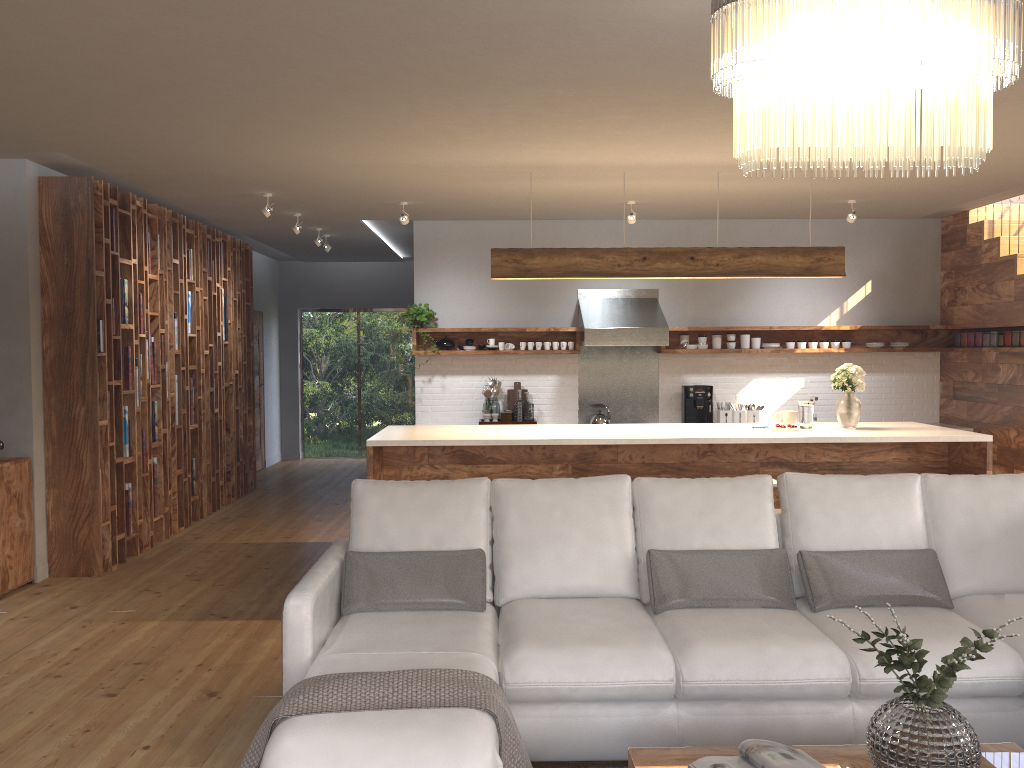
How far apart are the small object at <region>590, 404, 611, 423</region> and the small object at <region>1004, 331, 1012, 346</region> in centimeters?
356cm

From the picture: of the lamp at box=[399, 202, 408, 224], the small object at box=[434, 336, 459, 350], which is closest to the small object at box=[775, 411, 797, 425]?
the lamp at box=[399, 202, 408, 224]

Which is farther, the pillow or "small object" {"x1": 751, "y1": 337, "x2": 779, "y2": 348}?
"small object" {"x1": 751, "y1": 337, "x2": 779, "y2": 348}

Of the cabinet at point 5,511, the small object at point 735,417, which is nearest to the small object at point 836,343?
the small object at point 735,417

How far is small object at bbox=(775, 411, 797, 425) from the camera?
6.2 meters

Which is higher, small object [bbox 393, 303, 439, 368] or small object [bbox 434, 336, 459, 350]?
small object [bbox 393, 303, 439, 368]

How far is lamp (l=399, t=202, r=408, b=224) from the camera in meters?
7.2

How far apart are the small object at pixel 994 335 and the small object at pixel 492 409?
4.5m

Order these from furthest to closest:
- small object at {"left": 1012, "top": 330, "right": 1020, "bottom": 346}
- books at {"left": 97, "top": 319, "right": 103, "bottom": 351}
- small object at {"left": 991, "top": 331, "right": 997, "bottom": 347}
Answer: small object at {"left": 991, "top": 331, "right": 997, "bottom": 347} → small object at {"left": 1012, "top": 330, "right": 1020, "bottom": 346} → books at {"left": 97, "top": 319, "right": 103, "bottom": 351}

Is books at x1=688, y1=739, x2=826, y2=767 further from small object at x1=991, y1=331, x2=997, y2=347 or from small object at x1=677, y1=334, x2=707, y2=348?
small object at x1=991, y1=331, x2=997, y2=347
